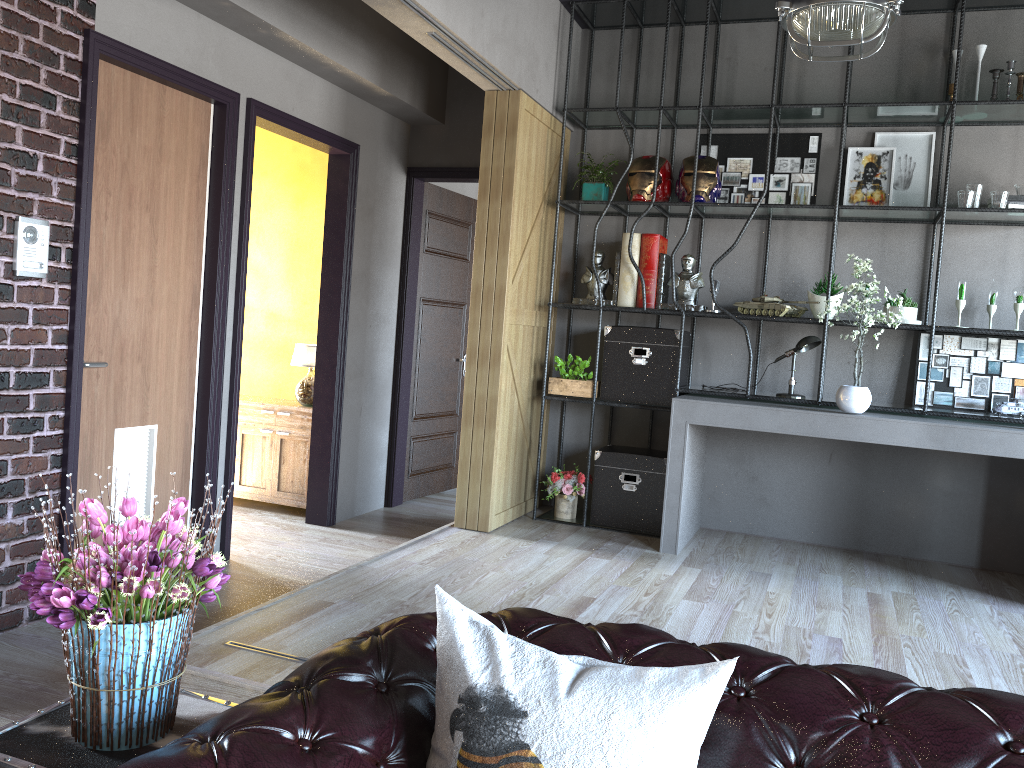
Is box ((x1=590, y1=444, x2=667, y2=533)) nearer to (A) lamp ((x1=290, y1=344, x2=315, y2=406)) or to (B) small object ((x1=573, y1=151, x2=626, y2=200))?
(B) small object ((x1=573, y1=151, x2=626, y2=200))

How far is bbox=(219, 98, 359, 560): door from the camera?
4.9m

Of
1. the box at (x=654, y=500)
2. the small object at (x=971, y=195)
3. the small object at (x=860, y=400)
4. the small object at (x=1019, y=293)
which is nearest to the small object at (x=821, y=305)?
the small object at (x=860, y=400)

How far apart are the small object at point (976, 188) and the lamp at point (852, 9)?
1.40m

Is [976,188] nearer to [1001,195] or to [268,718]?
[1001,195]

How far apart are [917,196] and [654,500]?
2.38m

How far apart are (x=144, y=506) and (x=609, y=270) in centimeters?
307cm

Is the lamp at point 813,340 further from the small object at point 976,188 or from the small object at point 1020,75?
the small object at point 1020,75

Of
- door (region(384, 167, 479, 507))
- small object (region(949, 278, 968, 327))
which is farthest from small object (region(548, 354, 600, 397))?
small object (region(949, 278, 968, 327))

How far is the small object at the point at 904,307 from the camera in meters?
5.0 m
